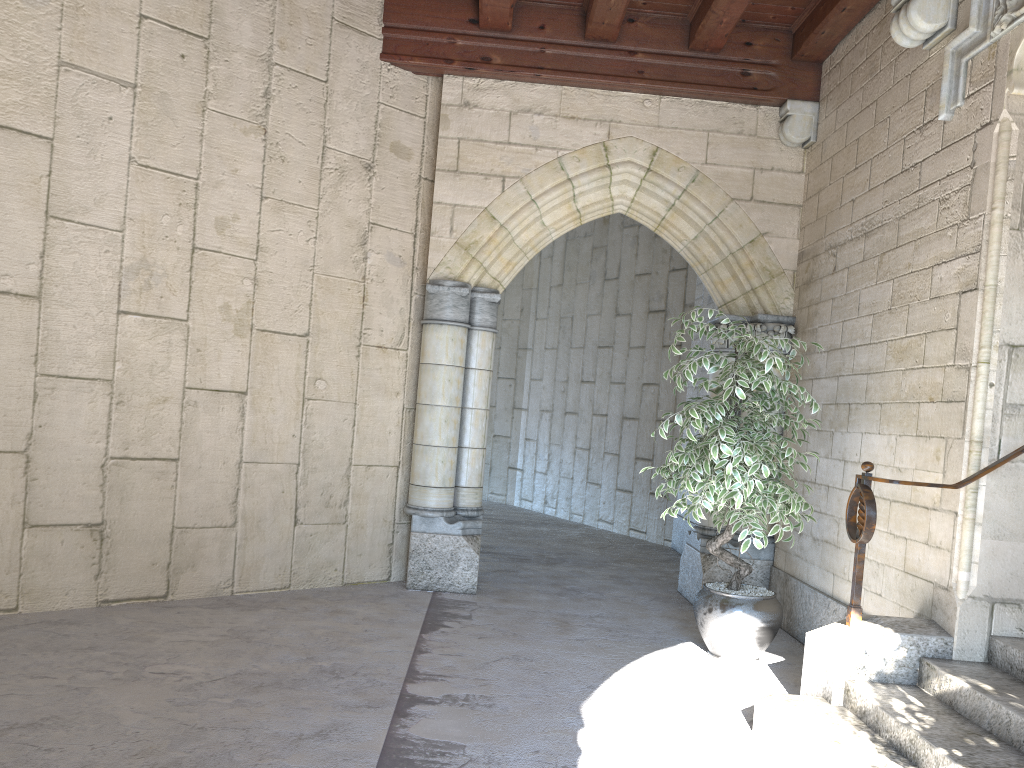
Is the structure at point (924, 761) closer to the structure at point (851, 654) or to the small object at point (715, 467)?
the structure at point (851, 654)

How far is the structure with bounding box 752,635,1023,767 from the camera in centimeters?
253cm

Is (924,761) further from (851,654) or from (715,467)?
(715,467)

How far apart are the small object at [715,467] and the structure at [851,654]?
0.36m

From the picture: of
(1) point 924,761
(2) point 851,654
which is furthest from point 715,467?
(1) point 924,761

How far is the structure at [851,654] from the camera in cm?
311

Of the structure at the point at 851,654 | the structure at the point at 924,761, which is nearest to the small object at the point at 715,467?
the structure at the point at 851,654

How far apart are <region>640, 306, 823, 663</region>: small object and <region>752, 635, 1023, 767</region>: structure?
0.7 meters

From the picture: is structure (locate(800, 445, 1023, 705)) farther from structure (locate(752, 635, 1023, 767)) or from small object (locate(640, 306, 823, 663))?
small object (locate(640, 306, 823, 663))

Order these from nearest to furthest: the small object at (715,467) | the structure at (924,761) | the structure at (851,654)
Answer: the structure at (924,761) < the structure at (851,654) < the small object at (715,467)
